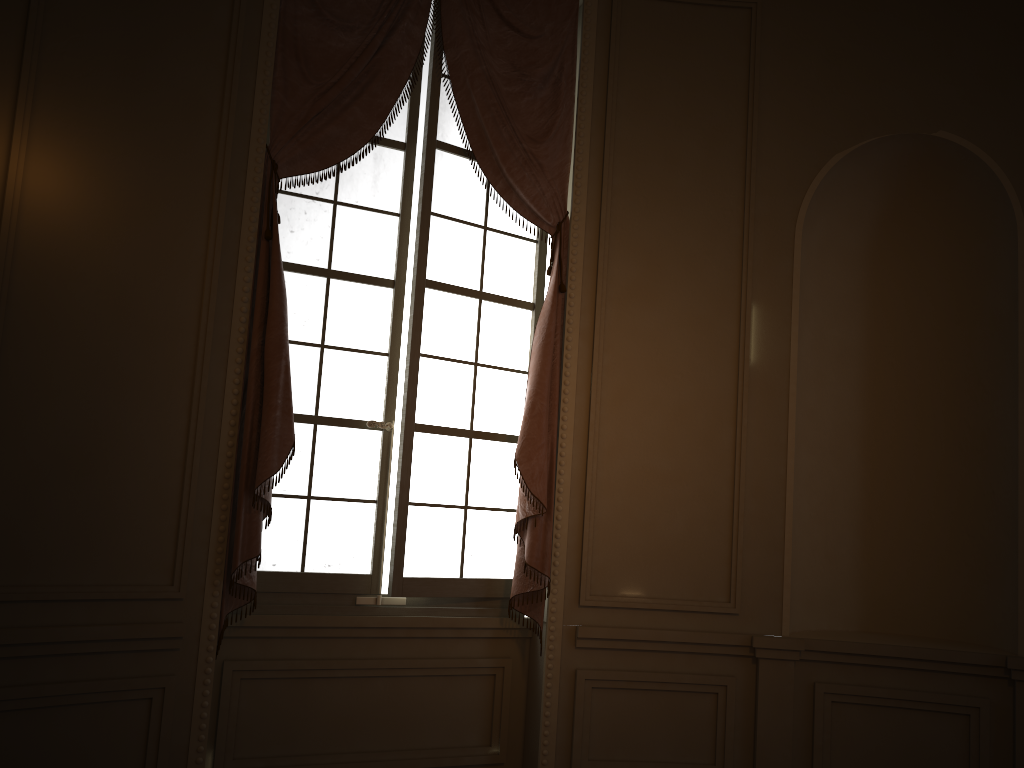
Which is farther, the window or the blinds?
the window

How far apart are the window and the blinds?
0.1m

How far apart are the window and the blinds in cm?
7

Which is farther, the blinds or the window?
the window

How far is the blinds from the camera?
3.3 meters

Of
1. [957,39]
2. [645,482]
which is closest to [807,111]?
[957,39]

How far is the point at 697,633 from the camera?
3.77m

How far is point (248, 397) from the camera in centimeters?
325cm

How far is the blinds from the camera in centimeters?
325cm
